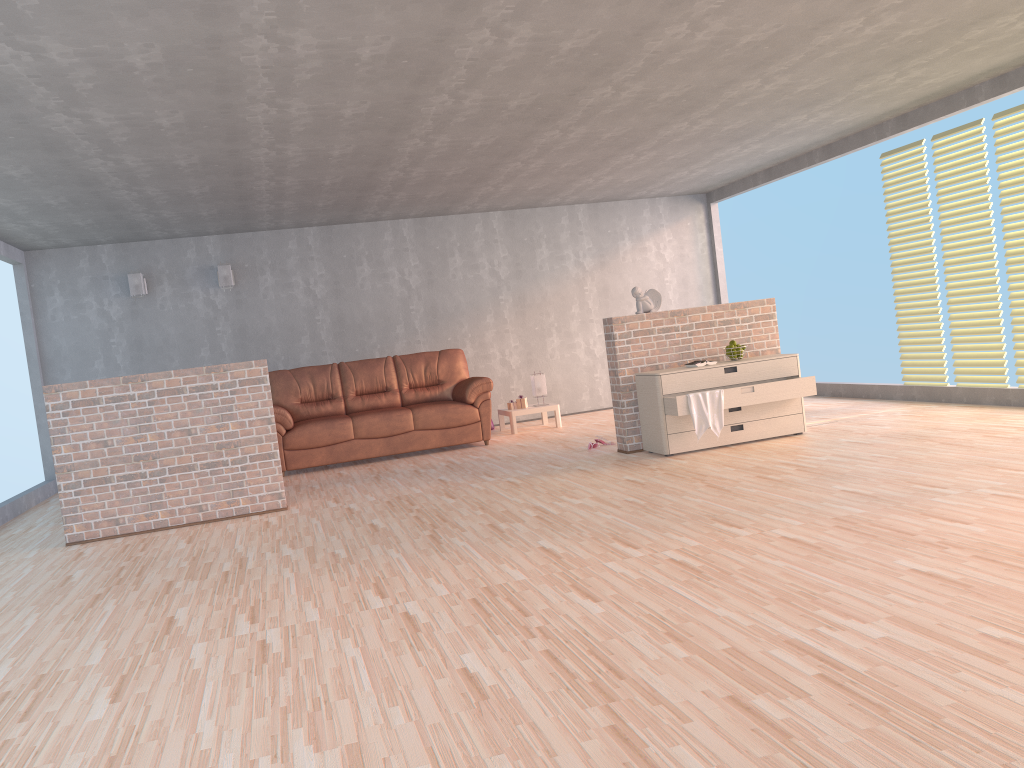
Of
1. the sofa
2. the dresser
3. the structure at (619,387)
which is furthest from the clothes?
the sofa

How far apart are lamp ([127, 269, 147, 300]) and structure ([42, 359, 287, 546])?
3.58m

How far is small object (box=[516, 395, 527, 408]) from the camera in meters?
9.4

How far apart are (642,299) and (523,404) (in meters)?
2.79

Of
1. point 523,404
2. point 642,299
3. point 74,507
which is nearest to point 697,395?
point 642,299

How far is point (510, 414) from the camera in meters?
9.2 m

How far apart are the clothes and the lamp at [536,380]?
3.37m

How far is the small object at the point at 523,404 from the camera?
9.4m

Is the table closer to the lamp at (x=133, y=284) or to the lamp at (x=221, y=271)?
the lamp at (x=221, y=271)

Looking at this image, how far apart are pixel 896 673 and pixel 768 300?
5.1 meters
